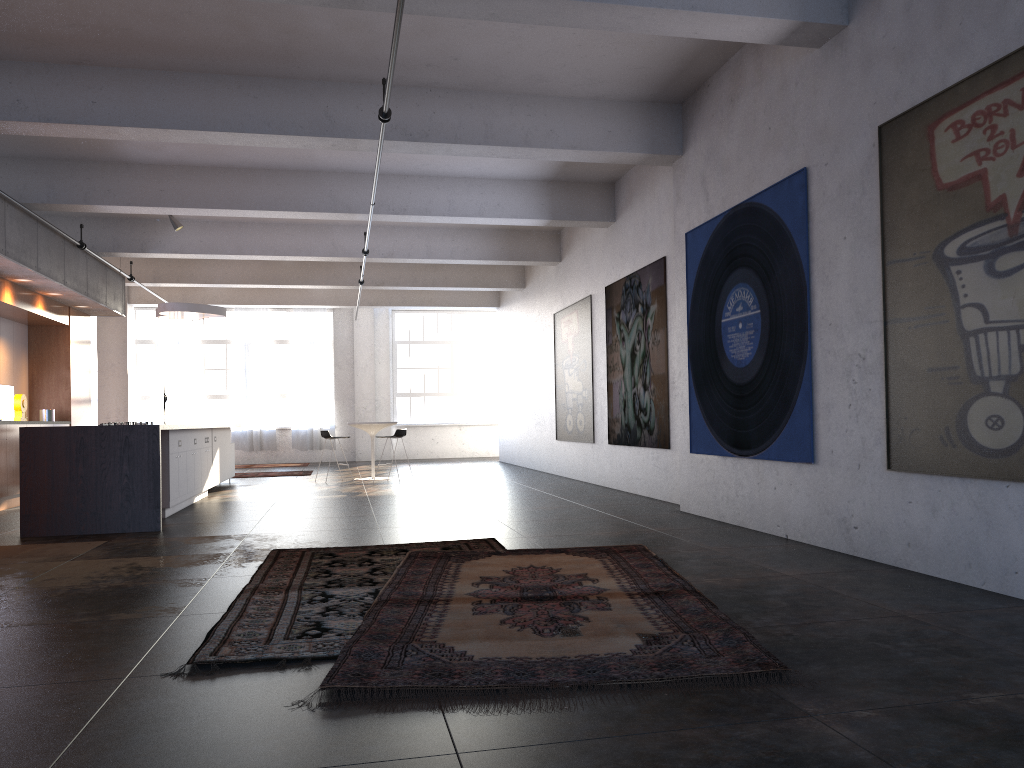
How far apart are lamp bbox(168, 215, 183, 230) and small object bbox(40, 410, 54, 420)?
3.2 meters

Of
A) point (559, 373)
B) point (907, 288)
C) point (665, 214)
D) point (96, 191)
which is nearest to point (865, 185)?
point (907, 288)

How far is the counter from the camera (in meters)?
7.88

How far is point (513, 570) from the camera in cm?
534

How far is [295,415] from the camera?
21.5m

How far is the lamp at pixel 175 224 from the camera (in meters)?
12.44

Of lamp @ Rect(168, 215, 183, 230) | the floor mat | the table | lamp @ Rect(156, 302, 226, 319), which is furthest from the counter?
the table

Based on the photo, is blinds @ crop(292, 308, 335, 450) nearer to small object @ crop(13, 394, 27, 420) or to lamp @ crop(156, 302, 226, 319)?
lamp @ crop(156, 302, 226, 319)

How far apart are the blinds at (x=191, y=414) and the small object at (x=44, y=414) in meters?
8.4

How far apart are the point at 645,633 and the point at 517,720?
1.07m
